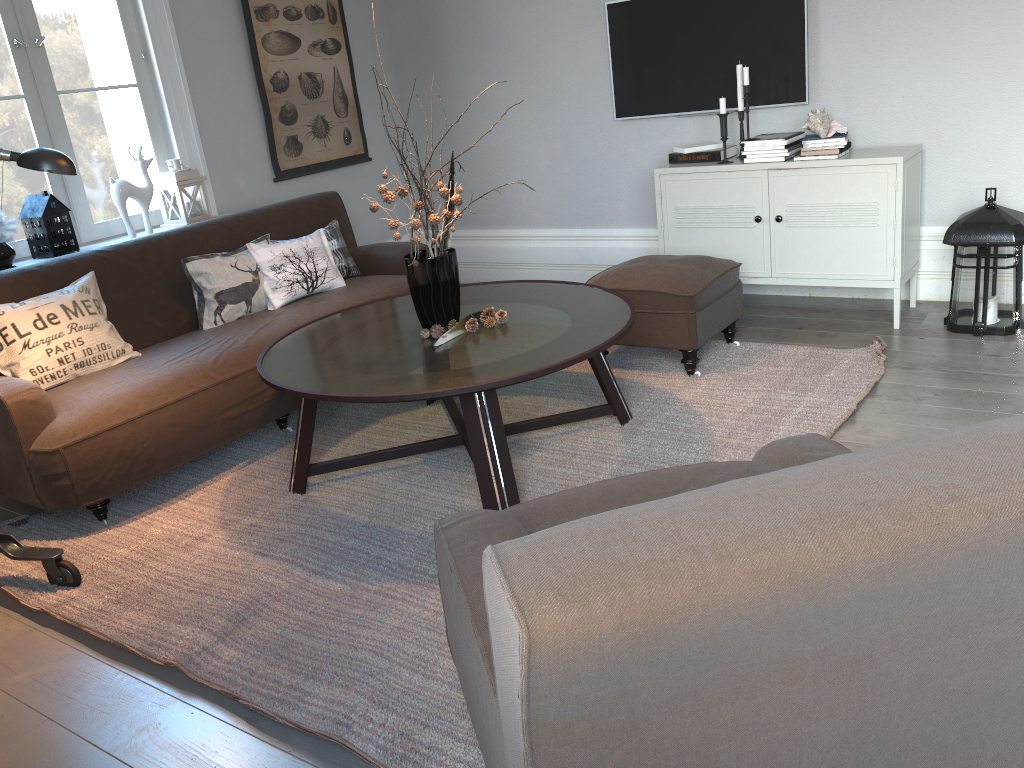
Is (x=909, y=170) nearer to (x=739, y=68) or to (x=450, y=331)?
(x=739, y=68)

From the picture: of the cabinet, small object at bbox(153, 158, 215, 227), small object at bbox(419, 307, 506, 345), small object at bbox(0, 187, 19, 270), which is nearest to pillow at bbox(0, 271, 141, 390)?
small object at bbox(0, 187, 19, 270)

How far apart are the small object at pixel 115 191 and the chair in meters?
3.1 m

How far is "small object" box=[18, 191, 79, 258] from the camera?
3.8 meters

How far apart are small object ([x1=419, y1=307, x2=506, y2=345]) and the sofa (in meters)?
0.78

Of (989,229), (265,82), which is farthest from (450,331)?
(265,82)

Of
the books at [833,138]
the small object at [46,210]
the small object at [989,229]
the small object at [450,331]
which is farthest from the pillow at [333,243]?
the small object at [989,229]

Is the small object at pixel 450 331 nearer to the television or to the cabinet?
the cabinet

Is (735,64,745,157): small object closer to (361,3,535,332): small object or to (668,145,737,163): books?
(668,145,737,163): books

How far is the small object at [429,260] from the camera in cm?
290
